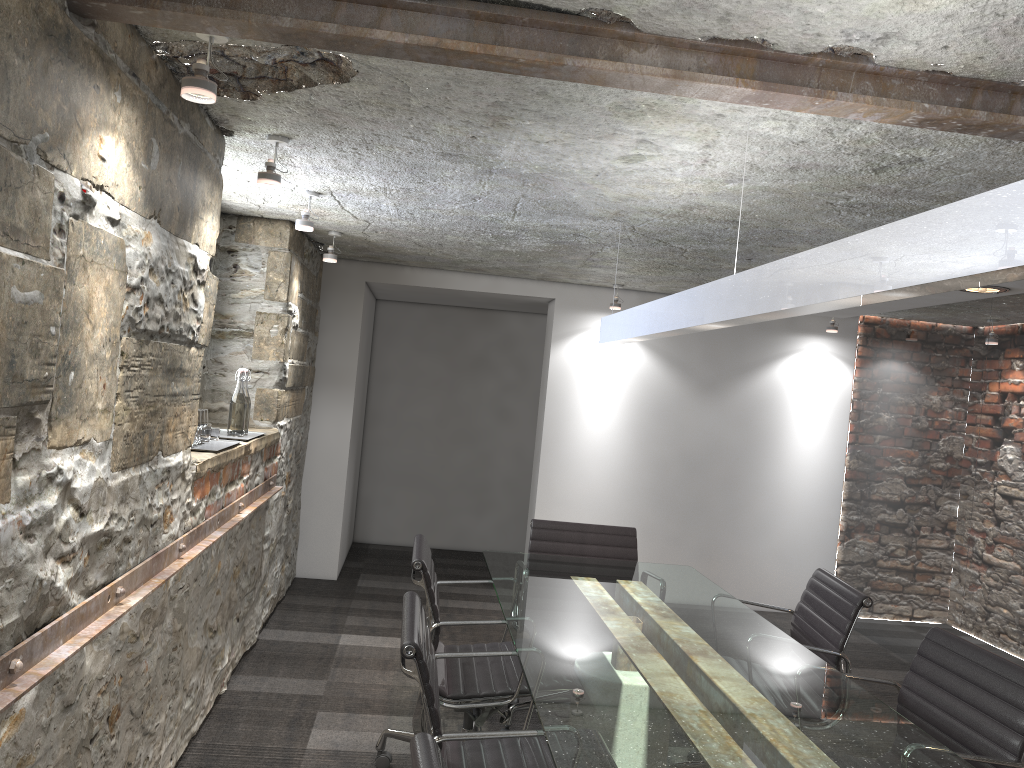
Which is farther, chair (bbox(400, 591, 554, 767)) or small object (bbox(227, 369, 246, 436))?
small object (bbox(227, 369, 246, 436))

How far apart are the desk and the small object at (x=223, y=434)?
1.25m

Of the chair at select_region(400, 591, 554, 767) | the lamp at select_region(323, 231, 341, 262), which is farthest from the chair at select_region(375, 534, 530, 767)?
the lamp at select_region(323, 231, 341, 262)

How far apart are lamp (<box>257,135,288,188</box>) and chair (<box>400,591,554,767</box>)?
1.4 meters

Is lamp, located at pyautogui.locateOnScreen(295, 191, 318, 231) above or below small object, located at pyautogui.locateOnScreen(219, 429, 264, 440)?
above

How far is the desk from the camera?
1.84m

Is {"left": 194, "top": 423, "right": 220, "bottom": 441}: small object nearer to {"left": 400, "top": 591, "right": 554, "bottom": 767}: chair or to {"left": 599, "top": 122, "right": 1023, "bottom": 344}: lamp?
{"left": 400, "top": 591, "right": 554, "bottom": 767}: chair

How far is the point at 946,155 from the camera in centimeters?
241cm

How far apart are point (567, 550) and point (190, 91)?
2.5m

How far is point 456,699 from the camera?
2.8 meters
